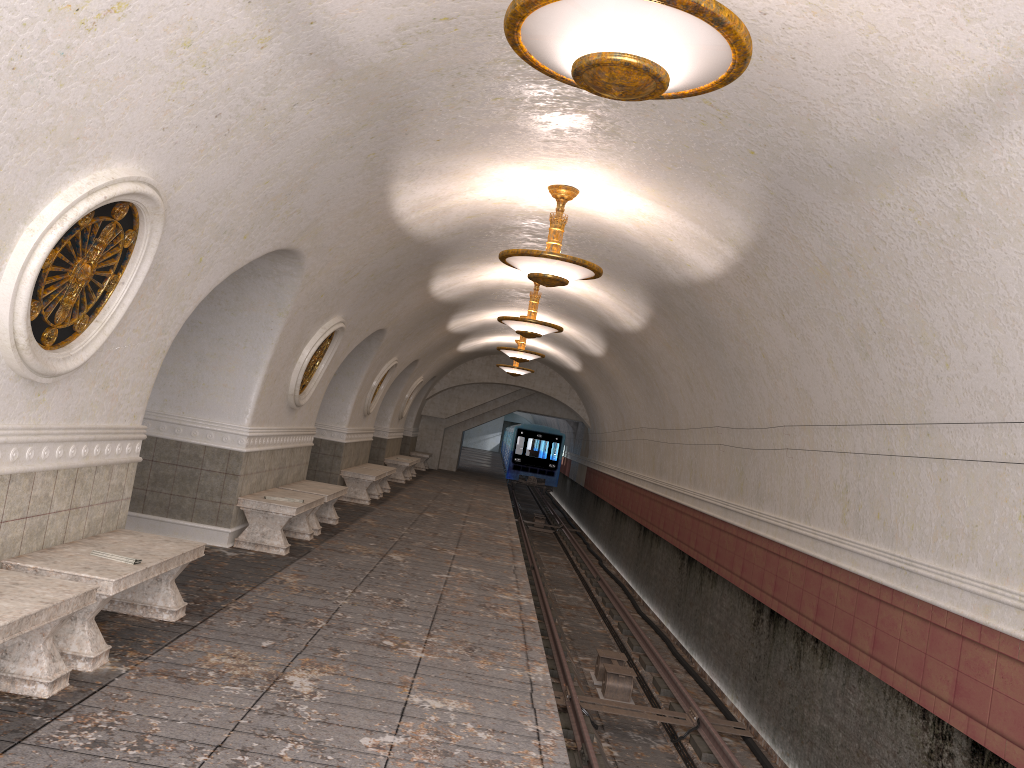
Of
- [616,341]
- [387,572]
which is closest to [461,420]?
[616,341]

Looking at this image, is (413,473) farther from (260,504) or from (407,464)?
(260,504)

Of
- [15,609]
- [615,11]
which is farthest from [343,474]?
[615,11]

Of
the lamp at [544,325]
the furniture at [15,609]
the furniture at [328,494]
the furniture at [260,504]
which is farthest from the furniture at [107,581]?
the lamp at [544,325]

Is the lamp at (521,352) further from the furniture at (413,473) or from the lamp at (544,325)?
the furniture at (413,473)

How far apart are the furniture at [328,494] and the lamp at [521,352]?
6.53m

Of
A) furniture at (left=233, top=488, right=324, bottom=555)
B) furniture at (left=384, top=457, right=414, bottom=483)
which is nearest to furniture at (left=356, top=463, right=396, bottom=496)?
furniture at (left=384, top=457, right=414, bottom=483)

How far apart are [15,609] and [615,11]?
3.5m

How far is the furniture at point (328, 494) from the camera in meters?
10.8

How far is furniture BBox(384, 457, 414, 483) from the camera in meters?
21.0 m
